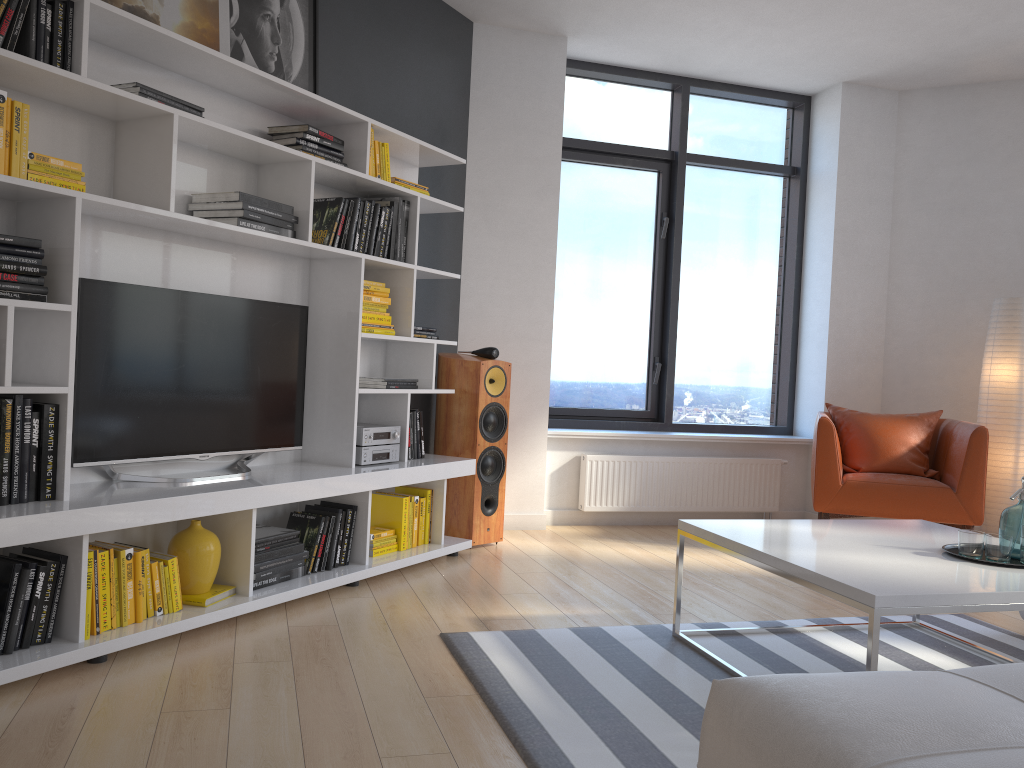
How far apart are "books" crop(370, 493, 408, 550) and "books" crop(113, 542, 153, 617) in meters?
1.4 m

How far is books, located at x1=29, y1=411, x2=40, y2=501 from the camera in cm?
268

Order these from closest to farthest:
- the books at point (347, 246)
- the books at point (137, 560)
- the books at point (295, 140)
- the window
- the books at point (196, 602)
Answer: the books at point (137, 560) < the books at point (196, 602) < the books at point (295, 140) < the books at point (347, 246) < the window

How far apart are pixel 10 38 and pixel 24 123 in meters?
0.2 m

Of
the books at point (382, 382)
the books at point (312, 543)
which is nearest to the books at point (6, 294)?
the books at point (312, 543)

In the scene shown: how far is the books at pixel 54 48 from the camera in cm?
268

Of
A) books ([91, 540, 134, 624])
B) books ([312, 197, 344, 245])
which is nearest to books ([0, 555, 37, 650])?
books ([91, 540, 134, 624])

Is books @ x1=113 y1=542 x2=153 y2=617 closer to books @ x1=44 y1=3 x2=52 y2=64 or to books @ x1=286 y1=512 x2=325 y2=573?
books @ x1=286 y1=512 x2=325 y2=573

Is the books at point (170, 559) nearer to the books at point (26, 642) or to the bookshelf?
the bookshelf

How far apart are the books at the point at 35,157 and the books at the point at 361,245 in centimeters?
137cm
